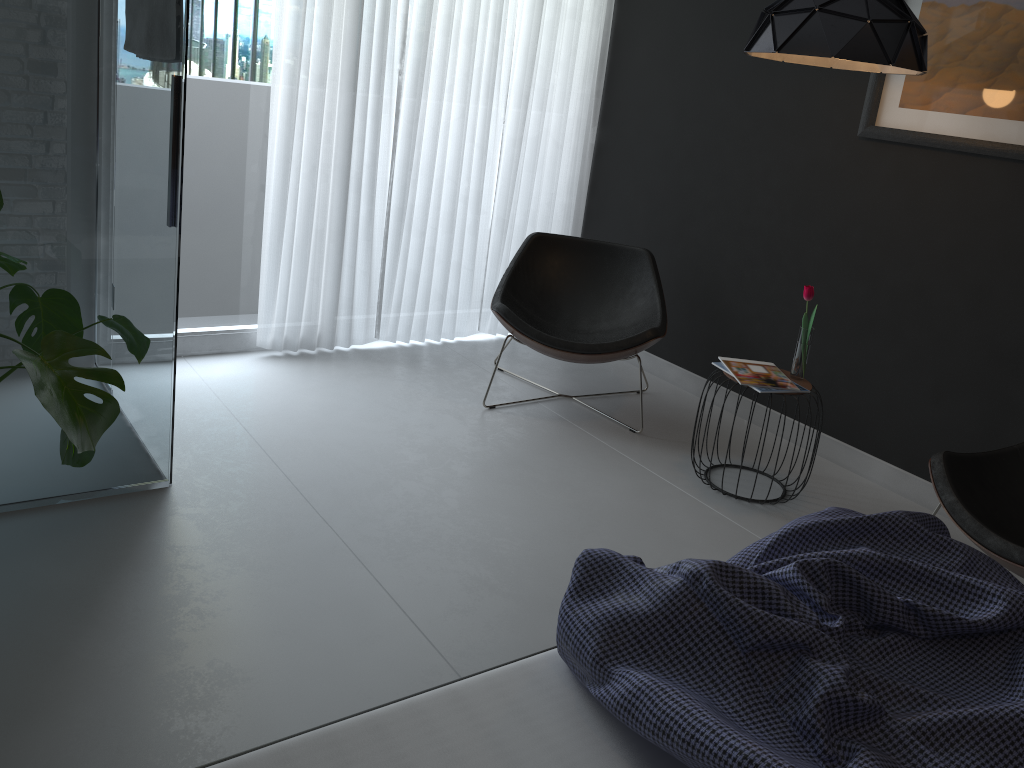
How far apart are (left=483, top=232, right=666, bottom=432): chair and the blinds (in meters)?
0.44

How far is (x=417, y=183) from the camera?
4.2 meters

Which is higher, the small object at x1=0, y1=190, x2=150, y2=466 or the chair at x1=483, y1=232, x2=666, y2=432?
the small object at x1=0, y1=190, x2=150, y2=466

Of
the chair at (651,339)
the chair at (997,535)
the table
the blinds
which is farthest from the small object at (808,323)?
the blinds

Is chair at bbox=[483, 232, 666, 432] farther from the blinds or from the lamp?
the lamp

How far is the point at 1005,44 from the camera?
3.0 meters

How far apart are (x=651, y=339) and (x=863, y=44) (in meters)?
1.38

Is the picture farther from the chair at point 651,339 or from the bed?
the bed

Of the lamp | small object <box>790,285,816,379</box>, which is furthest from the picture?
small object <box>790,285,816,379</box>

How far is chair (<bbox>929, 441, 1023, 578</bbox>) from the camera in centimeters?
239cm
